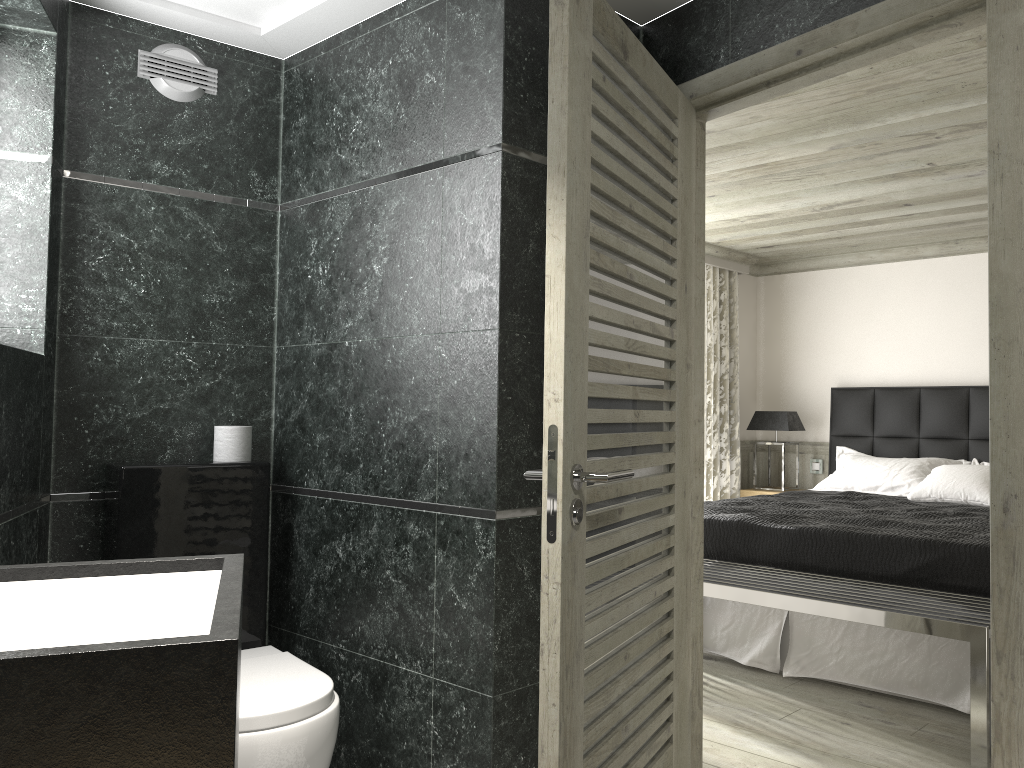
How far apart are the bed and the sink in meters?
3.3 m

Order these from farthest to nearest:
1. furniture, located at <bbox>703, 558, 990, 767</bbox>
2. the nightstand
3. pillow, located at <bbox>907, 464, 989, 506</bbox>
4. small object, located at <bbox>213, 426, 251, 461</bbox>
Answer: the nightstand < pillow, located at <bbox>907, 464, 989, 506</bbox> < small object, located at <bbox>213, 426, 251, 461</bbox> < furniture, located at <bbox>703, 558, 990, 767</bbox>

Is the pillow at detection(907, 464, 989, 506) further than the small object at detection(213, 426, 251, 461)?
Yes

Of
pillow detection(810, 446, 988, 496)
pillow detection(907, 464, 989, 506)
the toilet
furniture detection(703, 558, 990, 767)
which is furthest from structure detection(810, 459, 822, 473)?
the toilet

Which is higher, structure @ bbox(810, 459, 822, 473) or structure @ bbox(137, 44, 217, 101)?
structure @ bbox(137, 44, 217, 101)

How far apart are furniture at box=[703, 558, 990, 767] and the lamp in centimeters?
279cm

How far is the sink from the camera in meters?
1.9 m

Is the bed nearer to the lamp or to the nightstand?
the lamp

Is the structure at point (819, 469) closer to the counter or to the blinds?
the blinds

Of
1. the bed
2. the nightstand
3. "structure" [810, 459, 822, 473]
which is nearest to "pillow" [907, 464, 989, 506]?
the bed
